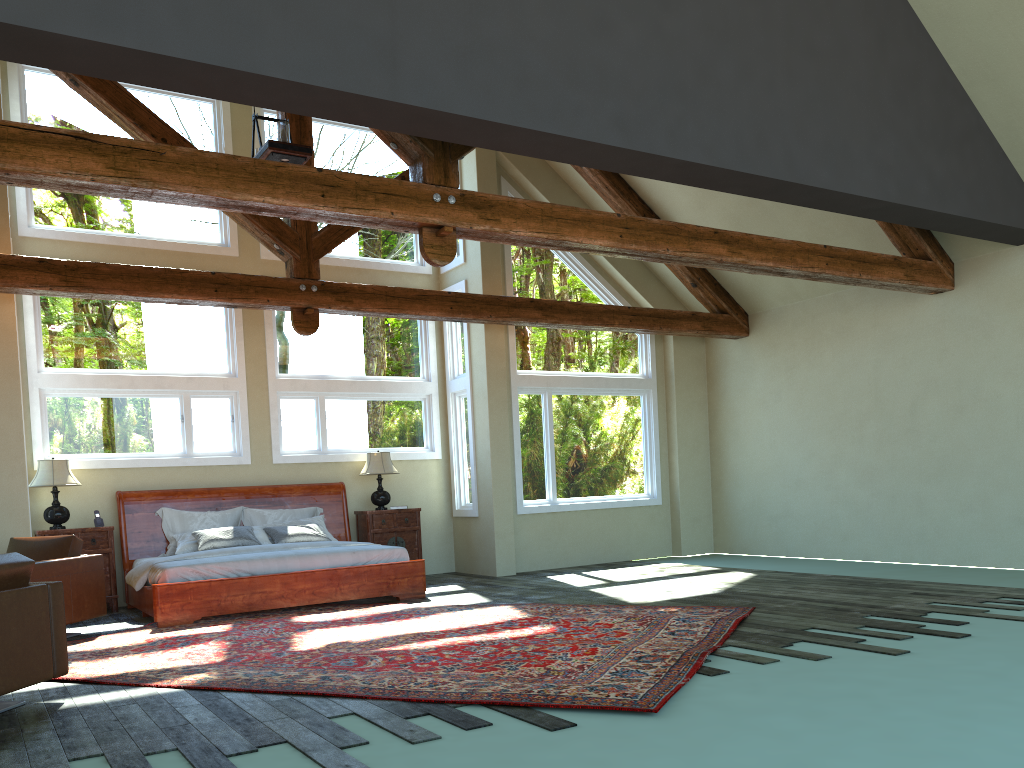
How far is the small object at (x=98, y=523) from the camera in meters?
9.4 m

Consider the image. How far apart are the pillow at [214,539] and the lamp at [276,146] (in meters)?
4.01

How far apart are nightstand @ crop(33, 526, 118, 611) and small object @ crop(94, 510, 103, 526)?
0.15m

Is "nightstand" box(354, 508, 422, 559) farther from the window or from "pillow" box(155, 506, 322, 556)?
the window

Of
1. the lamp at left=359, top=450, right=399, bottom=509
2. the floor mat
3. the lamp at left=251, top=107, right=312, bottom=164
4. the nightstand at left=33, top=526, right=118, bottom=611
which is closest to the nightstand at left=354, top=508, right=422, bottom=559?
the lamp at left=359, top=450, right=399, bottom=509

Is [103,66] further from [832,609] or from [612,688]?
[832,609]

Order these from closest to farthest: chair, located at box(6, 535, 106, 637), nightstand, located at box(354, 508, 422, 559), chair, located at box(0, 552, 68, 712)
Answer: chair, located at box(0, 552, 68, 712) < chair, located at box(6, 535, 106, 637) < nightstand, located at box(354, 508, 422, 559)

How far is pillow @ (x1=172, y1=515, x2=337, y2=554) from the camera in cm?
944

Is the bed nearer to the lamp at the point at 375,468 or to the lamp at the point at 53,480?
the lamp at the point at 375,468

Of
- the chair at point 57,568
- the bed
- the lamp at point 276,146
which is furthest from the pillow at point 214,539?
the lamp at point 276,146
